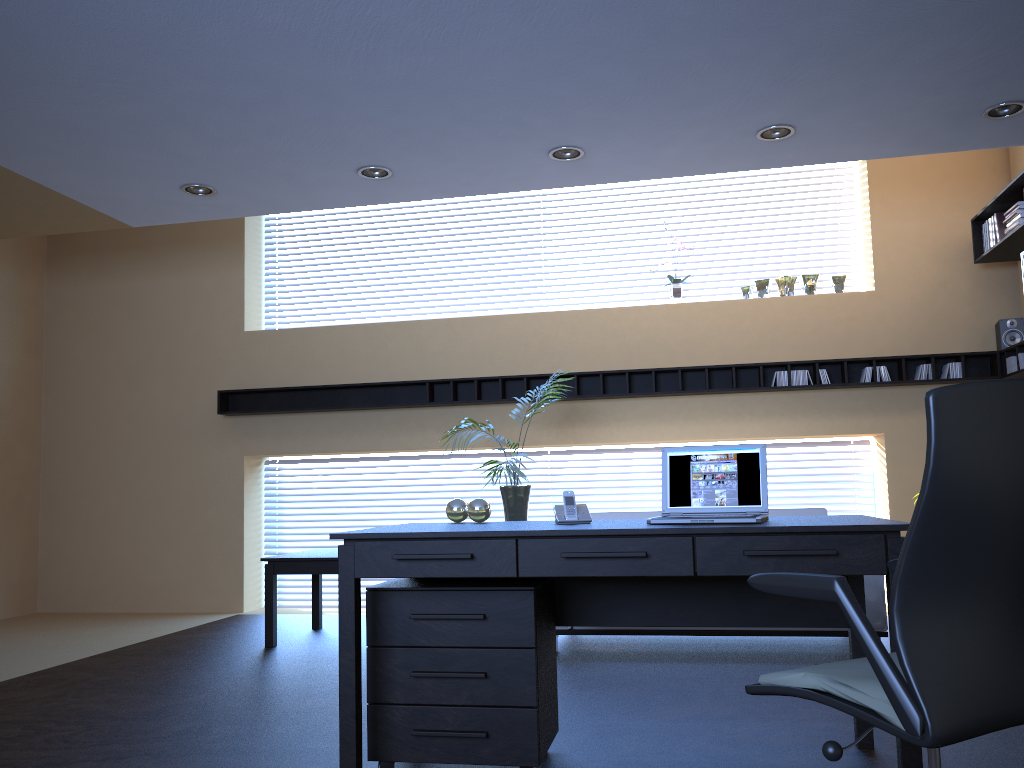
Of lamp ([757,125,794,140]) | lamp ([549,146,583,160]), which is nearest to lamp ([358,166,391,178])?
lamp ([549,146,583,160])

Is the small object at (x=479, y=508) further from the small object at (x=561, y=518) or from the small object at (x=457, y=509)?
the small object at (x=561, y=518)

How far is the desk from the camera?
2.74m

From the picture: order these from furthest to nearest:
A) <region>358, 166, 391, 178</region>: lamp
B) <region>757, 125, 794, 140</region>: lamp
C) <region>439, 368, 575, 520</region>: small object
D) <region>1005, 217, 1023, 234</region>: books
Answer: <region>439, 368, 575, 520</region>: small object → <region>1005, 217, 1023, 234</region>: books → <region>358, 166, 391, 178</region>: lamp → <region>757, 125, 794, 140</region>: lamp

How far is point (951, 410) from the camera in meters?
1.7 m

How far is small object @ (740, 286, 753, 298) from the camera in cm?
731

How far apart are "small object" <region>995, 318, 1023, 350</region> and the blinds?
5.90m

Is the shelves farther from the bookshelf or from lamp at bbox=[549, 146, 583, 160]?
lamp at bbox=[549, 146, 583, 160]

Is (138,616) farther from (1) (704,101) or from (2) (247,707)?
(1) (704,101)

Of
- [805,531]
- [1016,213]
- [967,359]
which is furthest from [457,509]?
[967,359]
